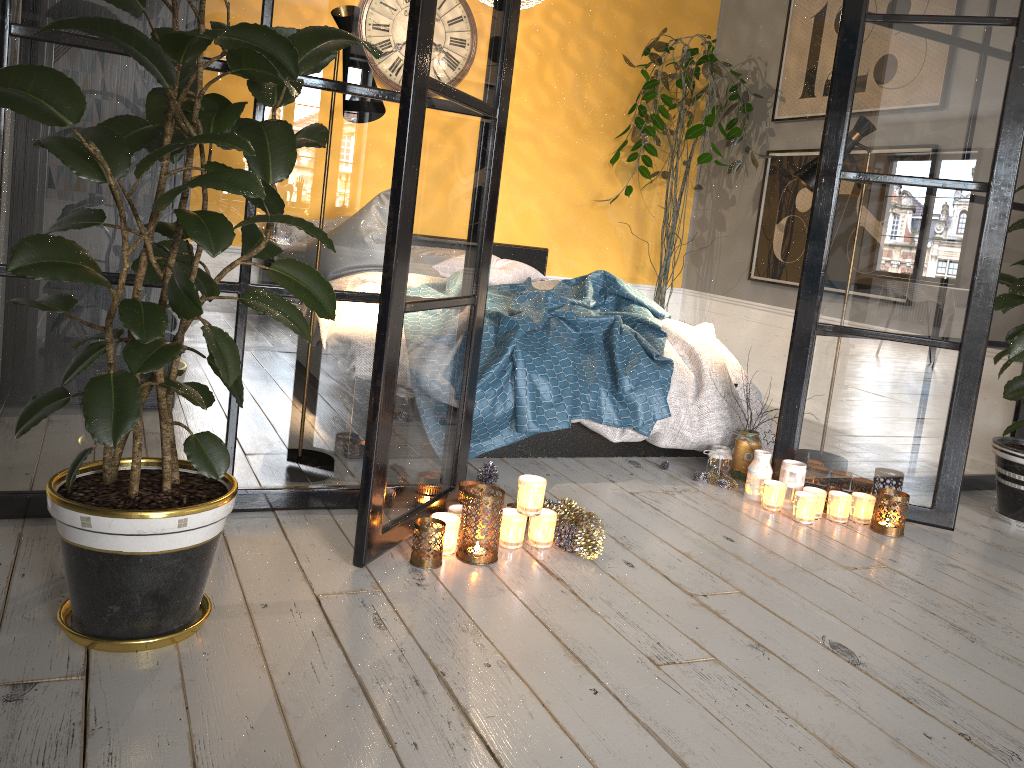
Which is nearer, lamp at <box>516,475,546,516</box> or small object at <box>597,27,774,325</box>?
lamp at <box>516,475,546,516</box>

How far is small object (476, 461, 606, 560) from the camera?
2.47m

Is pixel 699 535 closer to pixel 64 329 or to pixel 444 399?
pixel 444 399

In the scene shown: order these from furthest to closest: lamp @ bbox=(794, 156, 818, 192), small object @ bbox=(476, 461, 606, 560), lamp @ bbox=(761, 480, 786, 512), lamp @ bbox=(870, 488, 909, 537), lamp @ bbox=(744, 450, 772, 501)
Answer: lamp @ bbox=(794, 156, 818, 192)
lamp @ bbox=(744, 450, 772, 501)
lamp @ bbox=(761, 480, 786, 512)
lamp @ bbox=(870, 488, 909, 537)
small object @ bbox=(476, 461, 606, 560)

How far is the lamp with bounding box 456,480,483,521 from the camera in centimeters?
270cm

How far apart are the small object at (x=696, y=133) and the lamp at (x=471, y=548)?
3.1m

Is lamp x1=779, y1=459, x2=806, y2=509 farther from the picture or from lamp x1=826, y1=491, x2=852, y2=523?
the picture

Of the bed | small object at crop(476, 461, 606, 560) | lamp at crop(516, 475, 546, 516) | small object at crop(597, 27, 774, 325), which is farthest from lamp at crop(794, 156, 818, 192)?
lamp at crop(516, 475, 546, 516)

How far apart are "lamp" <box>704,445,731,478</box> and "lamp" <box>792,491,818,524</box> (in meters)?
0.41

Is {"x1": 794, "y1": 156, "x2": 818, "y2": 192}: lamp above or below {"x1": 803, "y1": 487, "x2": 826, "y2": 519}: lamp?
above
